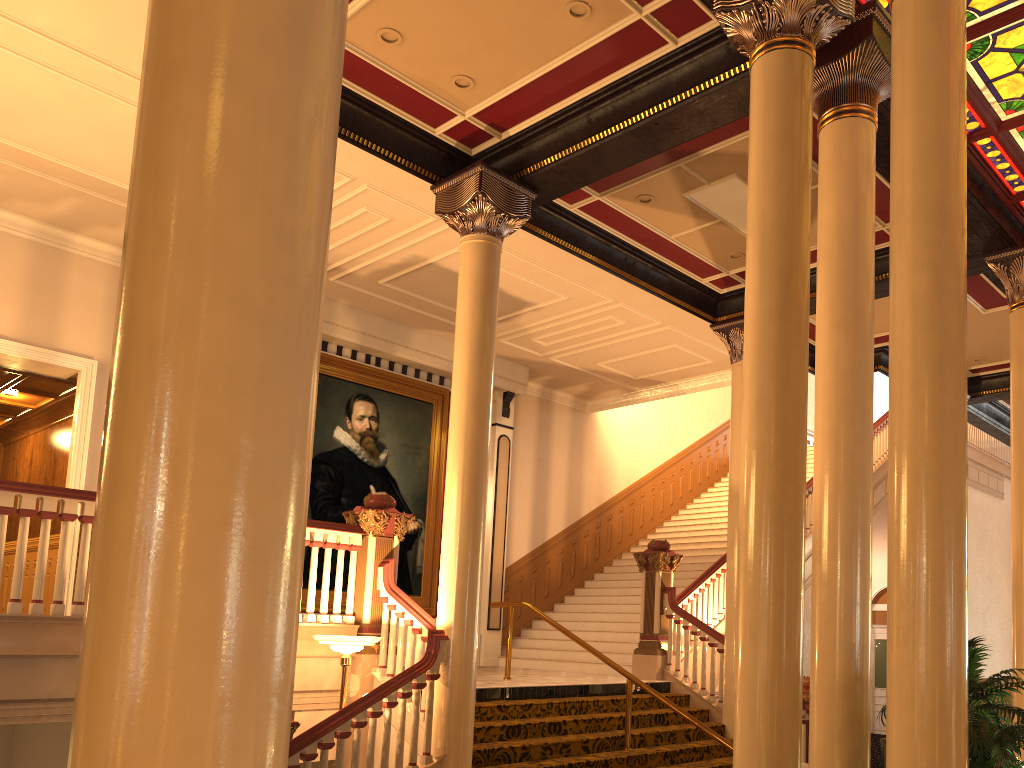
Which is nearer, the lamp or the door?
the lamp

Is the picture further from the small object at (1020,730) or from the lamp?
the small object at (1020,730)

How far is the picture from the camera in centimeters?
1193cm

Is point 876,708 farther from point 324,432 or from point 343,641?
point 343,641

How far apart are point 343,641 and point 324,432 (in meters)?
5.62

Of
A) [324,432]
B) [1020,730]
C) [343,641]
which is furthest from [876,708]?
[1020,730]

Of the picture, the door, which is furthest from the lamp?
the door

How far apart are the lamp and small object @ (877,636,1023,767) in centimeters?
408cm

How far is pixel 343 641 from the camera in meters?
6.6

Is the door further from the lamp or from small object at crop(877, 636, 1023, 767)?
small object at crop(877, 636, 1023, 767)
